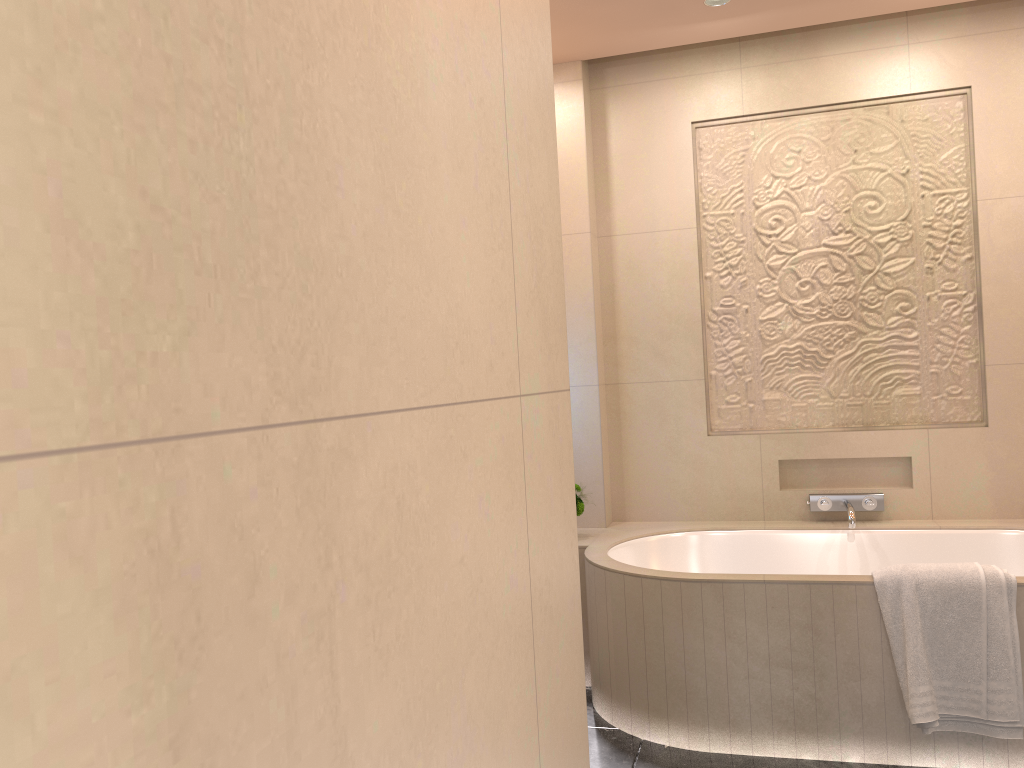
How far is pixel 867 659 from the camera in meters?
2.6 m

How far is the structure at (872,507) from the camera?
3.5 meters

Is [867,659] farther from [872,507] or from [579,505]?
[579,505]

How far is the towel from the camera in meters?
2.4 m

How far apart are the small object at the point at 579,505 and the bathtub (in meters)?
0.11

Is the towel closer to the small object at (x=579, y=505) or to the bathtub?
the bathtub

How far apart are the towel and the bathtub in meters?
0.0 m

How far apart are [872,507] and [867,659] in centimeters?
102cm

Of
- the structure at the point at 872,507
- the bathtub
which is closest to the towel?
the bathtub

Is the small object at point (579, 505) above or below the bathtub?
above
